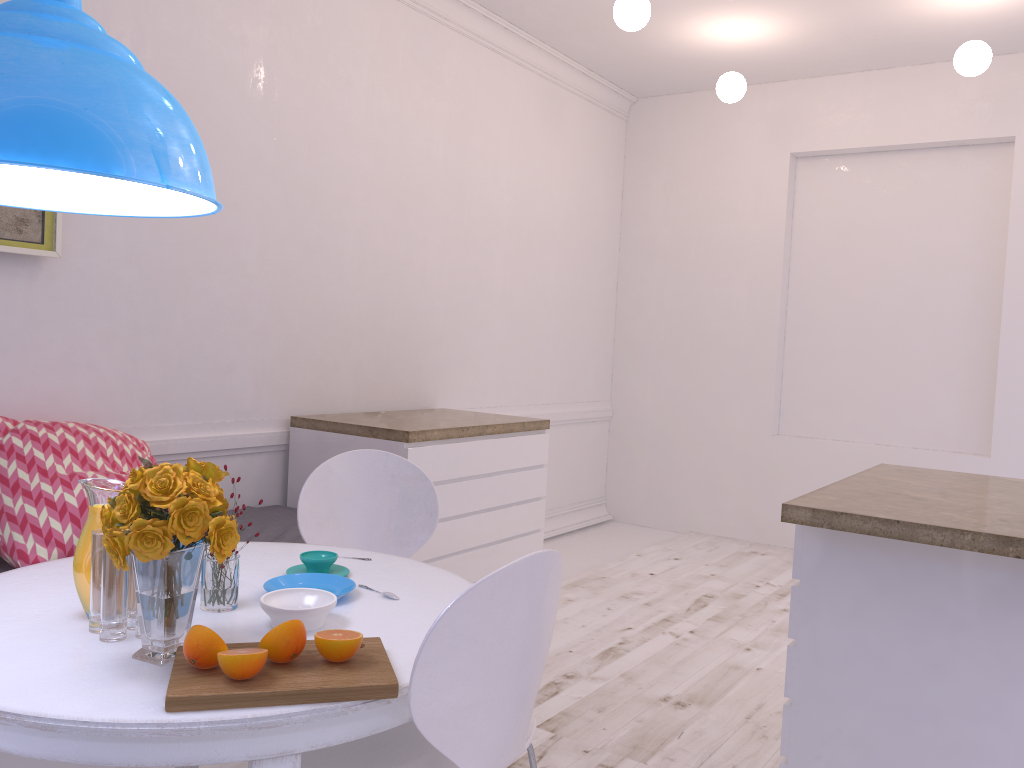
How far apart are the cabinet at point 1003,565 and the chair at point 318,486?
1.1m

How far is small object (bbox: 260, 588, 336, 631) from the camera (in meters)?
1.66

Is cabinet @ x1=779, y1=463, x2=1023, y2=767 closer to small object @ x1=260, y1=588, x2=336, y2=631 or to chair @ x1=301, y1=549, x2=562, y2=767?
chair @ x1=301, y1=549, x2=562, y2=767

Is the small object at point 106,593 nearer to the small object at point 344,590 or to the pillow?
the small object at point 344,590

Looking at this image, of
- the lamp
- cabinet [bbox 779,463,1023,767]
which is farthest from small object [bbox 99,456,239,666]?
cabinet [bbox 779,463,1023,767]

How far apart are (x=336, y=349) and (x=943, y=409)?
3.6 meters

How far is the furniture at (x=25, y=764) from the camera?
2.2m

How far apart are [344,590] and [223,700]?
0.6 meters

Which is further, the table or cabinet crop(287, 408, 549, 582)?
cabinet crop(287, 408, 549, 582)

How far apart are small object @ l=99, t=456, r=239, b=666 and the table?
0.0 meters
